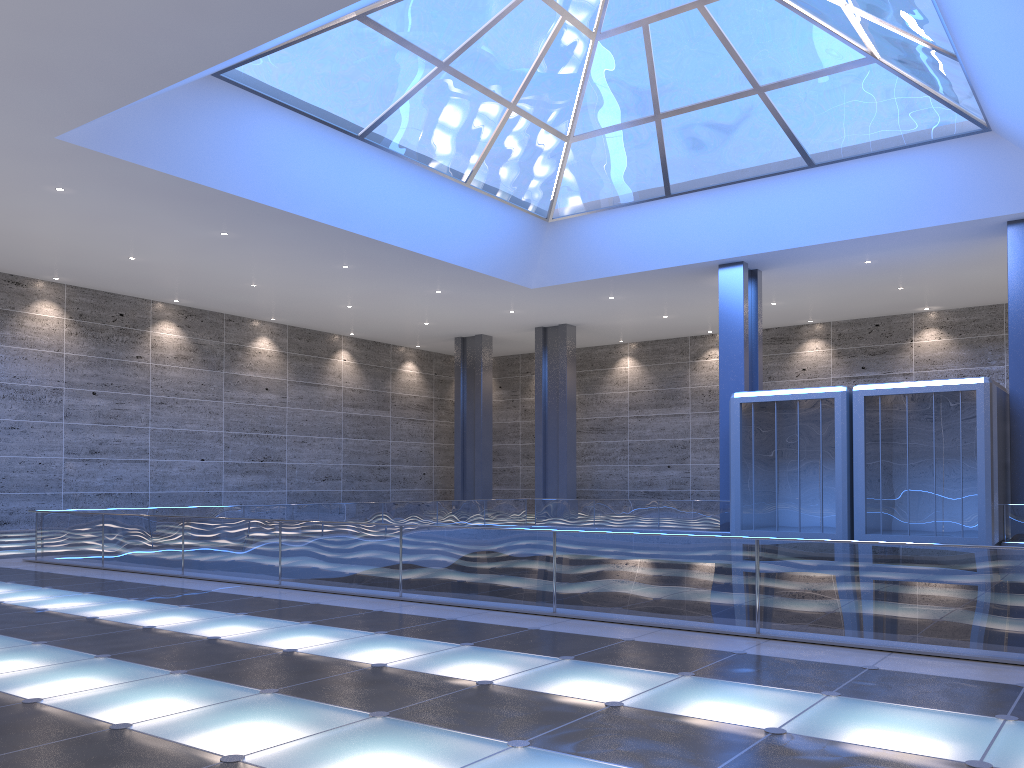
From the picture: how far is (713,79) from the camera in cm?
2507
